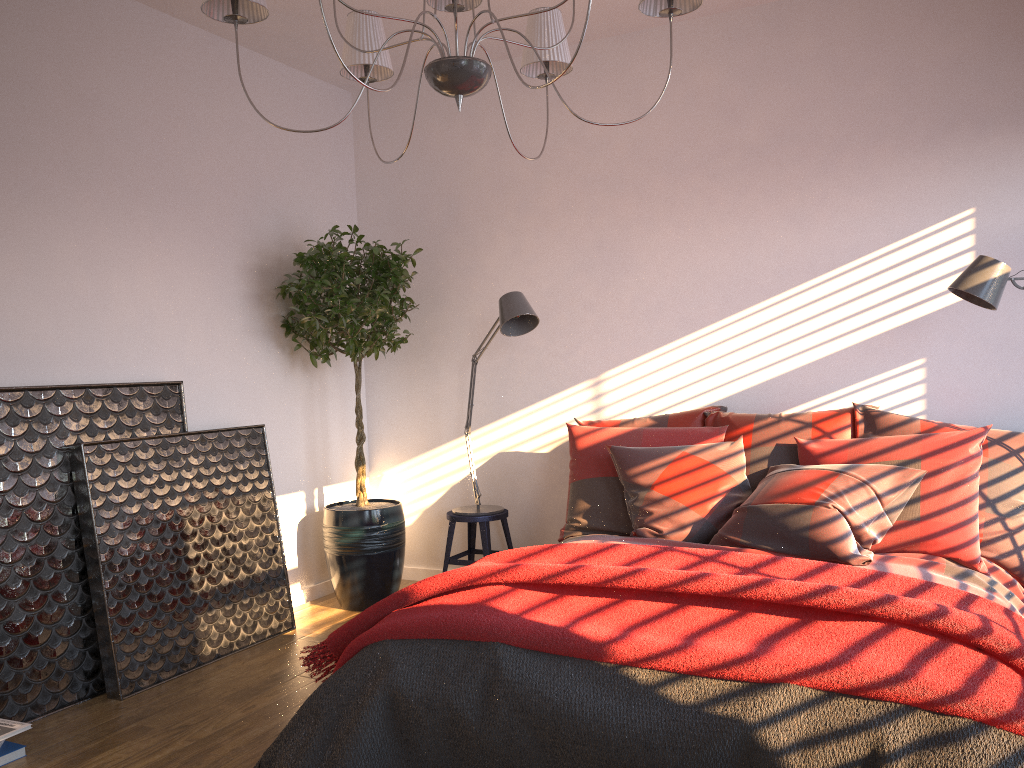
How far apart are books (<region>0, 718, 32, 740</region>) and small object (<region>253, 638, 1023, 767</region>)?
0.9 meters

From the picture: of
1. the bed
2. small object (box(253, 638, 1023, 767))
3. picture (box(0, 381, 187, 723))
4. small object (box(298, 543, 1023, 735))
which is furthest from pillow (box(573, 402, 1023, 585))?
picture (box(0, 381, 187, 723))

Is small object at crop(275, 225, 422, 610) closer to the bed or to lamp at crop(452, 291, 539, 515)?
lamp at crop(452, 291, 539, 515)

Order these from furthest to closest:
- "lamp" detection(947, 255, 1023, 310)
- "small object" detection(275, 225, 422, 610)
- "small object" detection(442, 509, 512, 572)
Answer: "small object" detection(442, 509, 512, 572)
"small object" detection(275, 225, 422, 610)
"lamp" detection(947, 255, 1023, 310)

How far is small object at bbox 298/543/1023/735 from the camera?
2.07m

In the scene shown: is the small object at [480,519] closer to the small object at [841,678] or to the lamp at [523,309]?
the lamp at [523,309]

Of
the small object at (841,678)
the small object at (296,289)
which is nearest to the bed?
the small object at (841,678)

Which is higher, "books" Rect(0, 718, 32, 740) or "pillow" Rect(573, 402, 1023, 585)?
"pillow" Rect(573, 402, 1023, 585)

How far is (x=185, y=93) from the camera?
4.2m

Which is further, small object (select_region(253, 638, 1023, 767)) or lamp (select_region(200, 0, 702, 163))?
lamp (select_region(200, 0, 702, 163))
